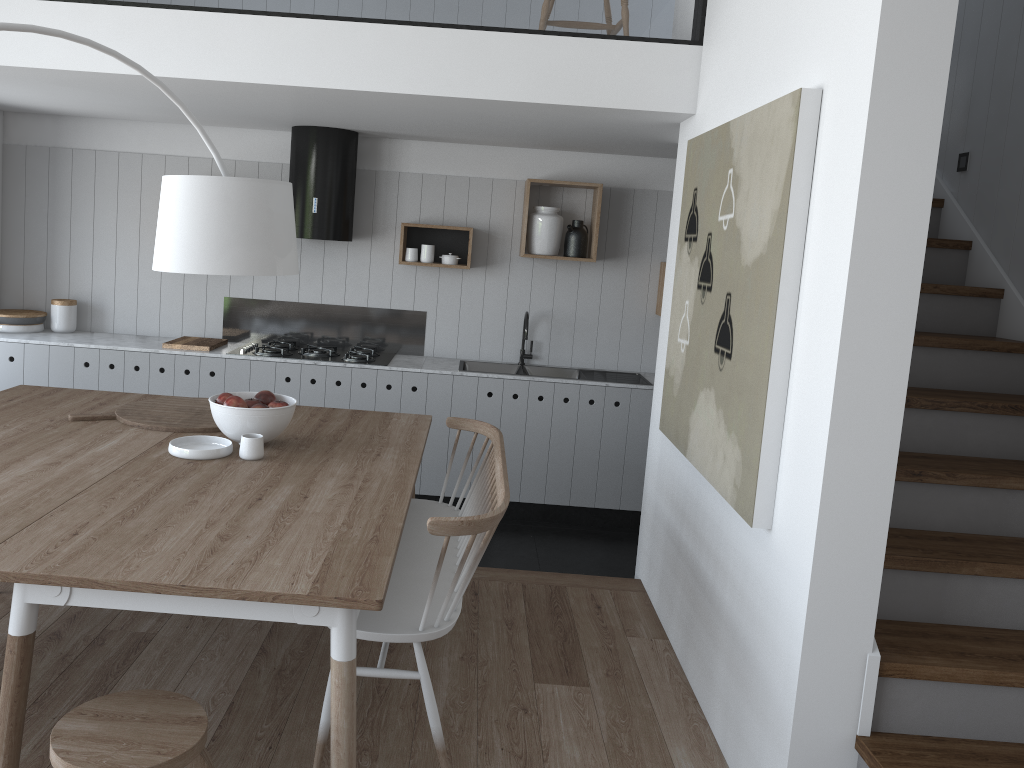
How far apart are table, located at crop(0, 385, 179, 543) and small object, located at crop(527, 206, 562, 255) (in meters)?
2.58

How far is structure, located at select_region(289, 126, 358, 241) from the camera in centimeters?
521cm

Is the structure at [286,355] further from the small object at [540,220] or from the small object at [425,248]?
the small object at [540,220]

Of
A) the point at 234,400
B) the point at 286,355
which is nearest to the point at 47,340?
the point at 286,355

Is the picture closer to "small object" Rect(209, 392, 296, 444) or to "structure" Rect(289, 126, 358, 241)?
"small object" Rect(209, 392, 296, 444)

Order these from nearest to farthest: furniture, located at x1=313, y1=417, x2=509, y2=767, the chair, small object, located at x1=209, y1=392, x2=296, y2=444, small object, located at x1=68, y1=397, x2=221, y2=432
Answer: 1. the chair
2. furniture, located at x1=313, y1=417, x2=509, y2=767
3. small object, located at x1=209, y1=392, x2=296, y2=444
4. small object, located at x1=68, y1=397, x2=221, y2=432

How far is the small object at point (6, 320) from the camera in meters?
5.4 m

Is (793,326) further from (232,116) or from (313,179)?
(232,116)

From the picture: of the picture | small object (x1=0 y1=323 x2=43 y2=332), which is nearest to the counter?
small object (x1=0 y1=323 x2=43 y2=332)

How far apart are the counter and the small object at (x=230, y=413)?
2.0m
